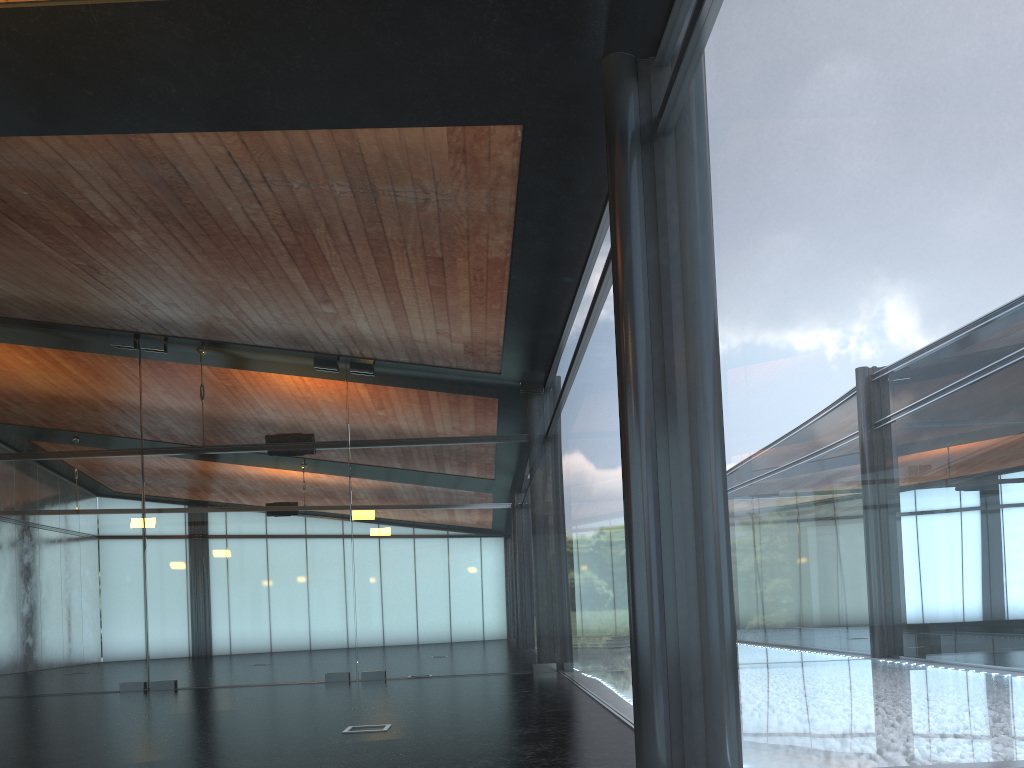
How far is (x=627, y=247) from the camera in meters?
5.6
